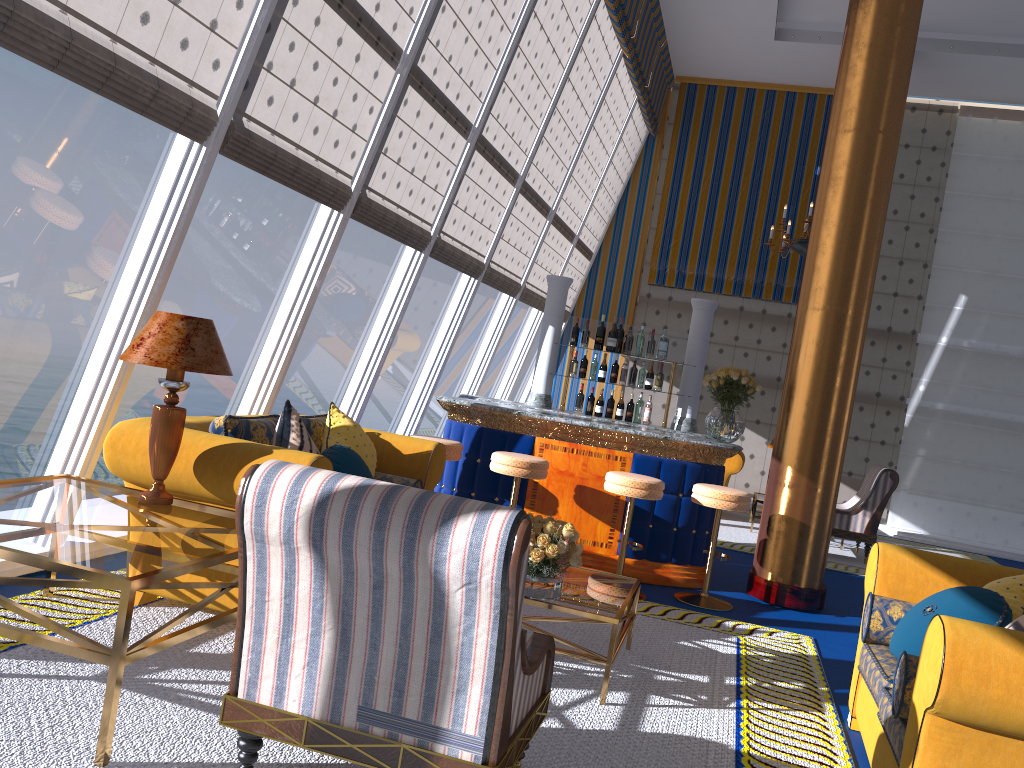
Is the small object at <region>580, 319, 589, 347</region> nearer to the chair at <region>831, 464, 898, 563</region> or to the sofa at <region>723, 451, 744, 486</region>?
the chair at <region>831, 464, 898, 563</region>

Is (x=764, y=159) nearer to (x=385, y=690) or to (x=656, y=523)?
(x=656, y=523)

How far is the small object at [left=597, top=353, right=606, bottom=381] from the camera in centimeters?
744cm

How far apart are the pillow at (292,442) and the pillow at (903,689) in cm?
270

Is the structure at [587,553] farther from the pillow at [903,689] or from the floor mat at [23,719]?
the pillow at [903,689]

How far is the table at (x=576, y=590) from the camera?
3.1m

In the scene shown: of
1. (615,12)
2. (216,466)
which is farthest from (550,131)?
(216,466)

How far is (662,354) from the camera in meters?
7.4 m

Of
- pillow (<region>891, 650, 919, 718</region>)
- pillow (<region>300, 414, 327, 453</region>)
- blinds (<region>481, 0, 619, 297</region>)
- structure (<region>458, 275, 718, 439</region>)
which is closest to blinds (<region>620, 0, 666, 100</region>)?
blinds (<region>481, 0, 619, 297</region>)

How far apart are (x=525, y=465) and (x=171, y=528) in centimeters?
376cm
